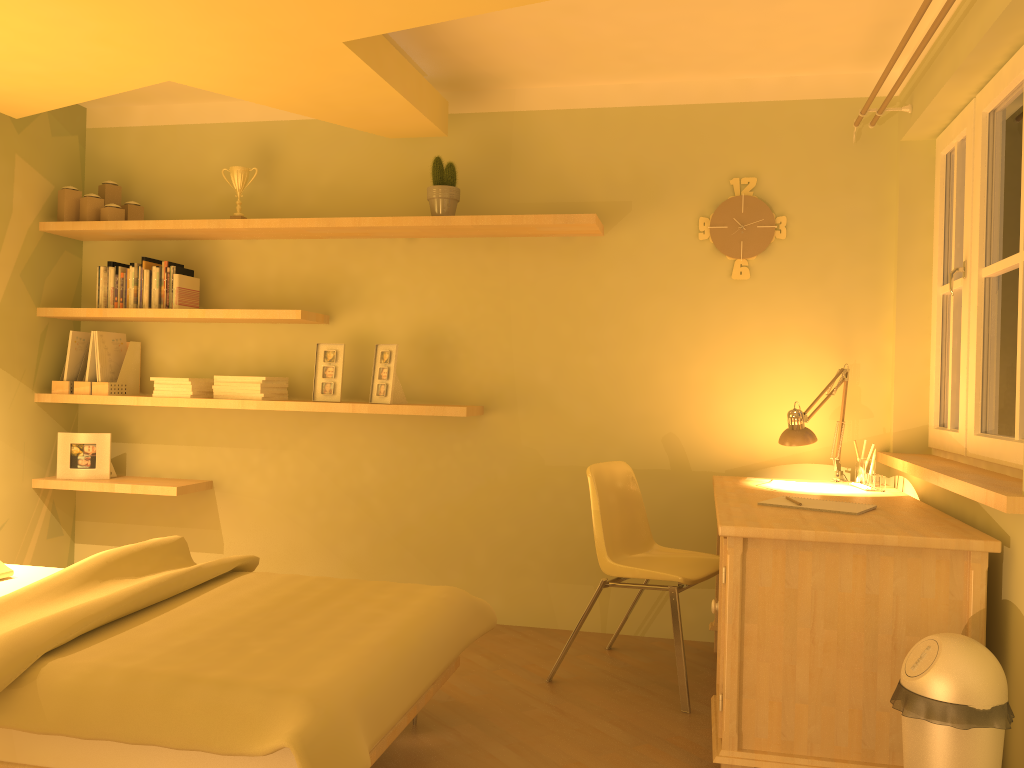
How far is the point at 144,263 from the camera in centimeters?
410cm

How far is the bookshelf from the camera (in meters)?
3.71

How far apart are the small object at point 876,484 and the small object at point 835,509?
0.57m

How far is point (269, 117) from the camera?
4.22m

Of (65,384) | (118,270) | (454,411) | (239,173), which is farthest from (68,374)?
(454,411)

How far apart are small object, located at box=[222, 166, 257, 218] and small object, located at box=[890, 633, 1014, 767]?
3.3 meters

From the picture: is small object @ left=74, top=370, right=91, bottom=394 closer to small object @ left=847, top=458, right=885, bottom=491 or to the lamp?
the lamp

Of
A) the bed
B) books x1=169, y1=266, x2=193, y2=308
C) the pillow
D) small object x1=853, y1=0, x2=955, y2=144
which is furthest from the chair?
books x1=169, y1=266, x2=193, y2=308

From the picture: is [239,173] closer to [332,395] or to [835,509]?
[332,395]

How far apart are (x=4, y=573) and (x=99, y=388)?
1.34m
